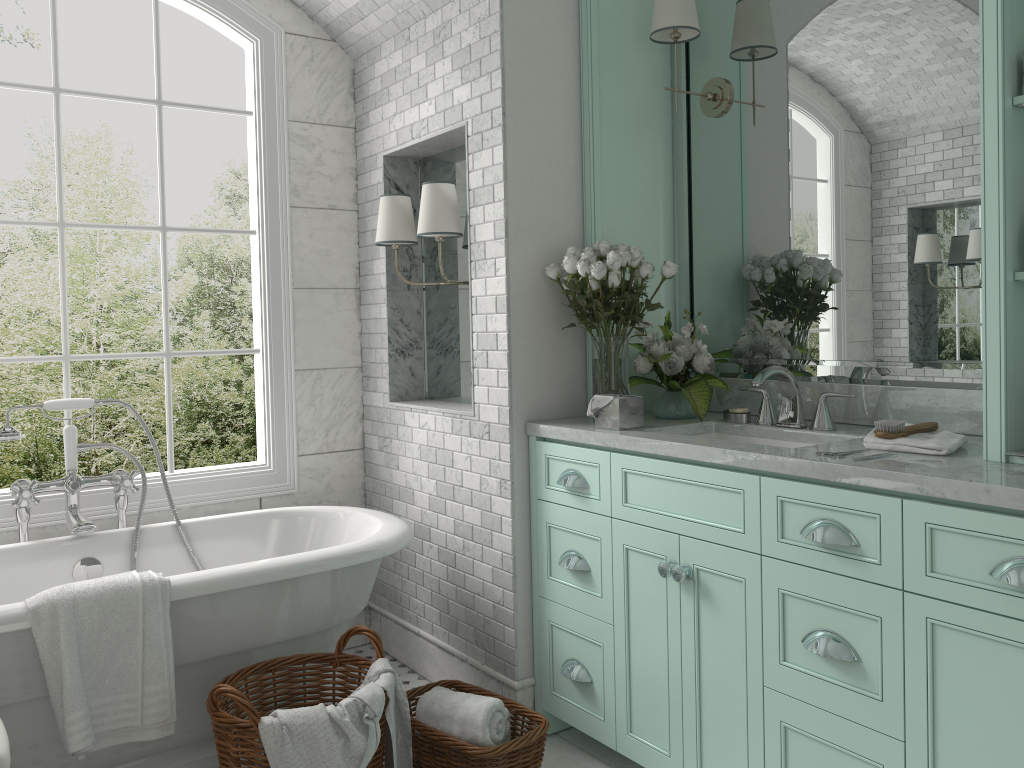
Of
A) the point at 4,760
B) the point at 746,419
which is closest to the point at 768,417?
the point at 746,419

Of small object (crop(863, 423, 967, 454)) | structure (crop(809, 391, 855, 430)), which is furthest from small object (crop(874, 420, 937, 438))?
structure (crop(809, 391, 855, 430))

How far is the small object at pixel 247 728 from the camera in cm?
232

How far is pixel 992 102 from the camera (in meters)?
2.08

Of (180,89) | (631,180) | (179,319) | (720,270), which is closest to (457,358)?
(631,180)

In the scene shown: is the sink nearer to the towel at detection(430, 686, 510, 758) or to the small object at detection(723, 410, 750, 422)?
the small object at detection(723, 410, 750, 422)

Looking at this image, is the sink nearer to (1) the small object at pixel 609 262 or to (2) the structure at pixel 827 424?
(2) the structure at pixel 827 424

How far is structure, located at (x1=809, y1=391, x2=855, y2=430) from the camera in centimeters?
279cm

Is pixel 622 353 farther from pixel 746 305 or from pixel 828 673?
pixel 828 673

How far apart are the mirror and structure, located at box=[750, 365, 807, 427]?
0.2 meters
